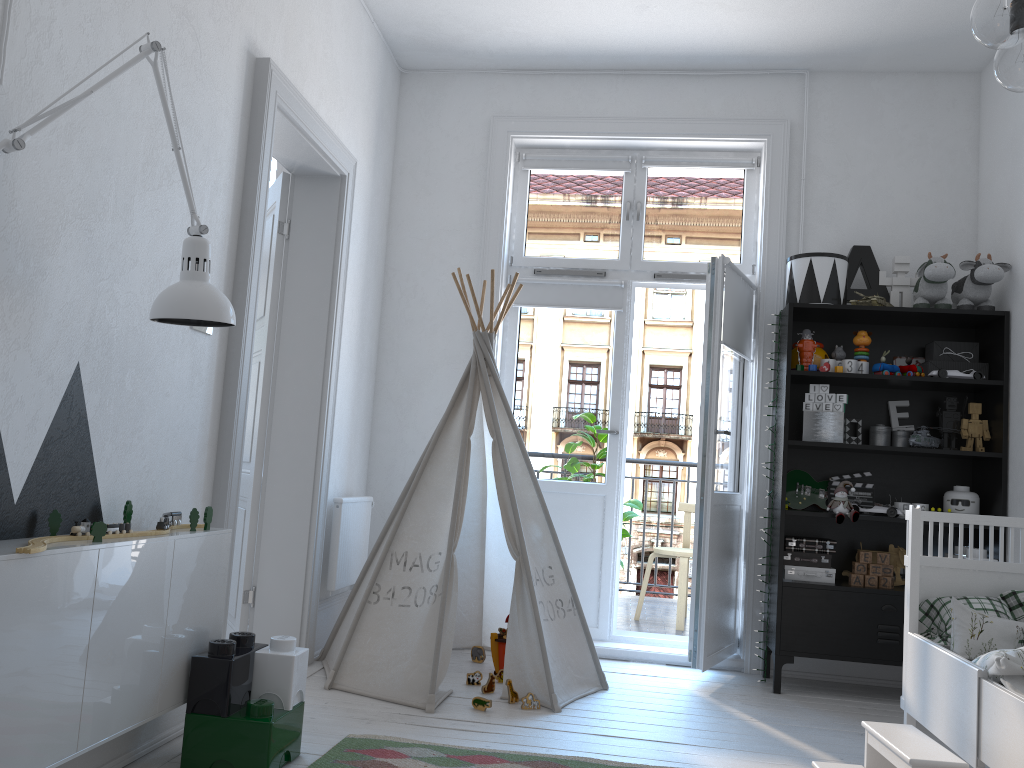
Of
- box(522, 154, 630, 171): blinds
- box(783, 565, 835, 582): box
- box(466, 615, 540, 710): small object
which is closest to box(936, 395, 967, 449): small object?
box(783, 565, 835, 582): box

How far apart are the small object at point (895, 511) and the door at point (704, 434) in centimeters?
54cm

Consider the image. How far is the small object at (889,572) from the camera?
3.8 meters

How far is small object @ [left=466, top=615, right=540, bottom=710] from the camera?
3.15m

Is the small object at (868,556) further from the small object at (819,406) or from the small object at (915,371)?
the small object at (915,371)

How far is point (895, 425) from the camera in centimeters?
406cm

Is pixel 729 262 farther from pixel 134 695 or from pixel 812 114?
pixel 134 695

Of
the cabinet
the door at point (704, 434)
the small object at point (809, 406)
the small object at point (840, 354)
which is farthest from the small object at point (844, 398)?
the cabinet

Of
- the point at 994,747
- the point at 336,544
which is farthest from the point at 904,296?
the point at 336,544

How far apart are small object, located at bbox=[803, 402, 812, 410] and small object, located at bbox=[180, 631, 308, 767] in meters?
2.4
